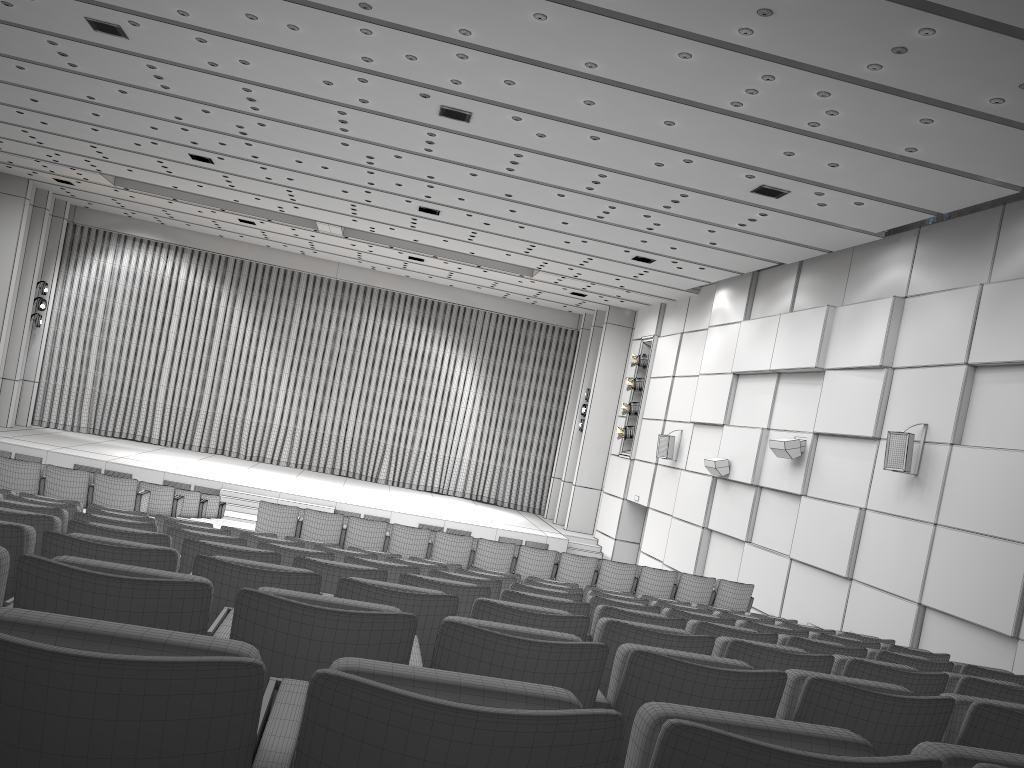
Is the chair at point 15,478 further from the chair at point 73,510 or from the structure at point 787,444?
the structure at point 787,444

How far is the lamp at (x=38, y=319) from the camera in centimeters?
2483cm

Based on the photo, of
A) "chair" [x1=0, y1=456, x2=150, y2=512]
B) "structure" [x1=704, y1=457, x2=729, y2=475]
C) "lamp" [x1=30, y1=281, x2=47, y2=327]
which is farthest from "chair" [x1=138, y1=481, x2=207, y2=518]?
"lamp" [x1=30, y1=281, x2=47, y2=327]

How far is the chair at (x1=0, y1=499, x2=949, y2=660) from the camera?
5.33m

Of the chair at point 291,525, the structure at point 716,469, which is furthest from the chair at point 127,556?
the structure at point 716,469

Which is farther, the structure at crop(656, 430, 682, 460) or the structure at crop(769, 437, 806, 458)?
the structure at crop(656, 430, 682, 460)

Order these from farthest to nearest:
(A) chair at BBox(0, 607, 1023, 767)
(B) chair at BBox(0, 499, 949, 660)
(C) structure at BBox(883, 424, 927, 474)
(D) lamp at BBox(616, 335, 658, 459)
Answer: (D) lamp at BBox(616, 335, 658, 459)
(C) structure at BBox(883, 424, 927, 474)
(B) chair at BBox(0, 499, 949, 660)
(A) chair at BBox(0, 607, 1023, 767)

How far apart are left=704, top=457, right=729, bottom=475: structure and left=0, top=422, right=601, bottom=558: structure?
6.4 meters

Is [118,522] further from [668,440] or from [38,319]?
[38,319]

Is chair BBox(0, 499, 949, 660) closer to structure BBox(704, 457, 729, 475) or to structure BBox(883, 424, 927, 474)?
structure BBox(883, 424, 927, 474)
